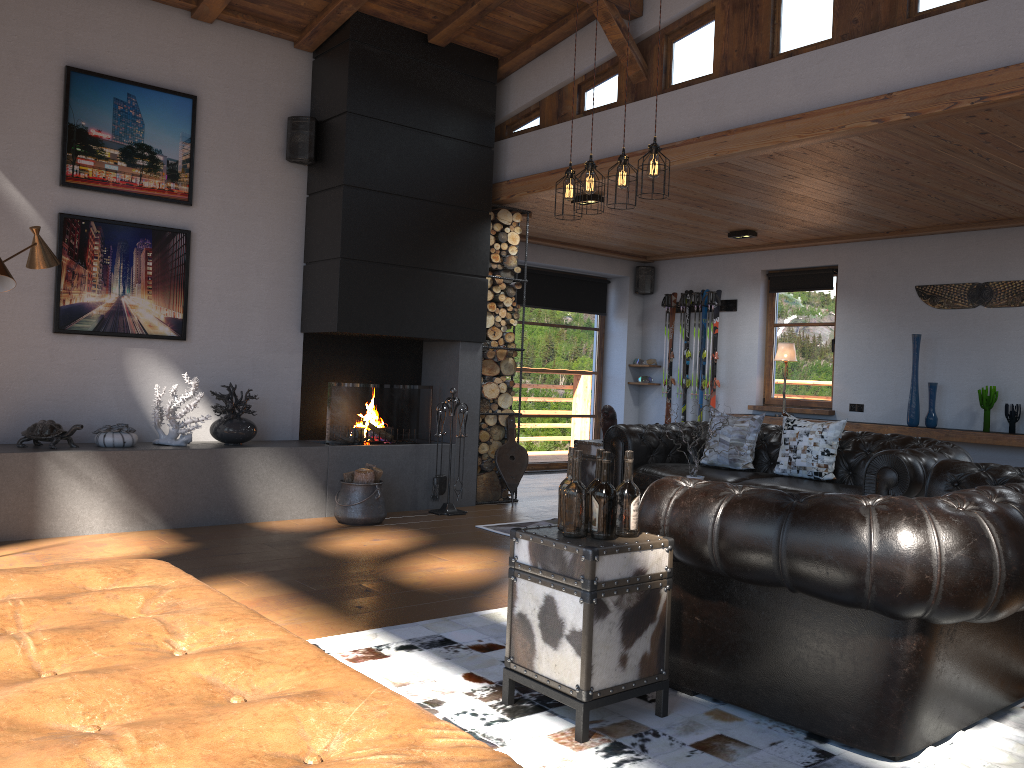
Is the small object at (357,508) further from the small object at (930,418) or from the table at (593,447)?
the small object at (930,418)

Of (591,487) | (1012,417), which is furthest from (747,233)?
(591,487)

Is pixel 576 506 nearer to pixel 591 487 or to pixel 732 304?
pixel 591 487

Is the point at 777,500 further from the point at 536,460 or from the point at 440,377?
the point at 536,460

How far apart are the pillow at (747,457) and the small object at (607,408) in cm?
87

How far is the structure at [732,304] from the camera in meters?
10.1 m

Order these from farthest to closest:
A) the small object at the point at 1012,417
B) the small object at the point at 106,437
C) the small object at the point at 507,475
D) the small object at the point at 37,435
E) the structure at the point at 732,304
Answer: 1. the structure at the point at 732,304
2. the small object at the point at 507,475
3. the small object at the point at 1012,417
4. the small object at the point at 106,437
5. the small object at the point at 37,435

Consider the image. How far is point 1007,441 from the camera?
7.4 meters

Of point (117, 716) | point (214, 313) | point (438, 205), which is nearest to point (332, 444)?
point (214, 313)

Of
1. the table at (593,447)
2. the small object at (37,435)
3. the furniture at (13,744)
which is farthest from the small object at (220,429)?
the furniture at (13,744)
